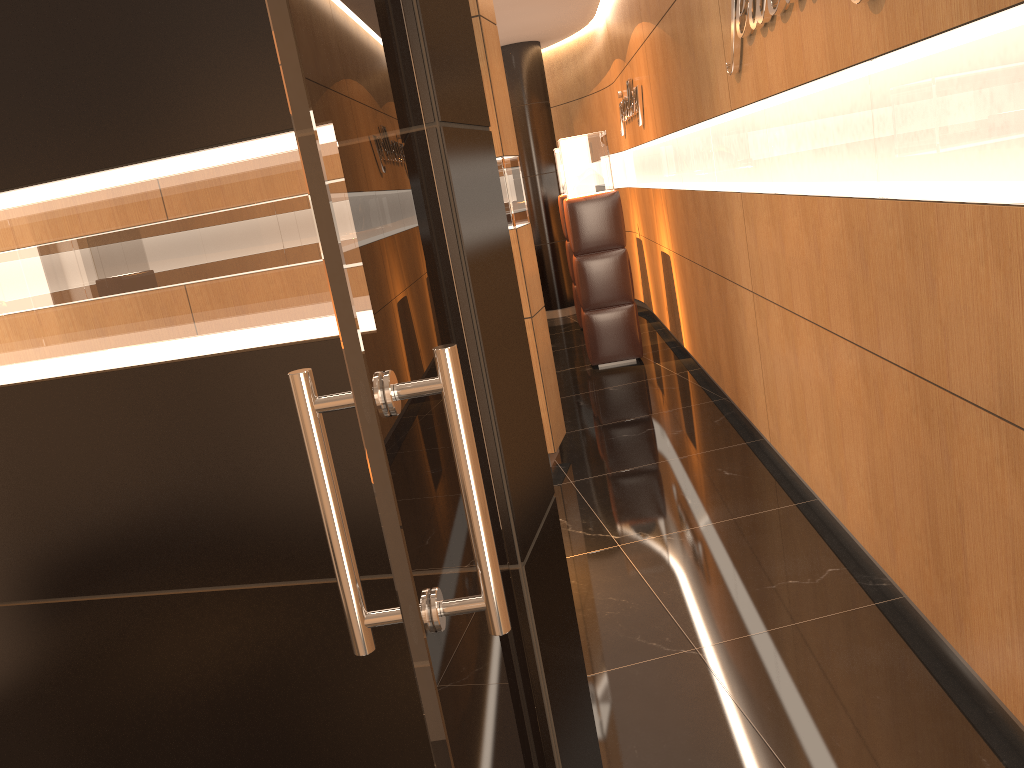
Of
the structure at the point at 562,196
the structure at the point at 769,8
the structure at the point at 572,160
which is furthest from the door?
the structure at the point at 562,196

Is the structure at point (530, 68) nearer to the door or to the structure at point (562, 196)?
Result: the structure at point (562, 196)

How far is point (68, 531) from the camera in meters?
2.0 m

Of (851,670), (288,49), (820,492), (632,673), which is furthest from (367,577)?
(820,492)

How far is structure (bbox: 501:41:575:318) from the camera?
10.6 meters

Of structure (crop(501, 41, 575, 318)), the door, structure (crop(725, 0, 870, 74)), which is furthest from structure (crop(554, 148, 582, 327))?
the door

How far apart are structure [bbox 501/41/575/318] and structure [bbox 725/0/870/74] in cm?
673

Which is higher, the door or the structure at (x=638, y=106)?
the structure at (x=638, y=106)

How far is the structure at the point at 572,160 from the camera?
7.5m

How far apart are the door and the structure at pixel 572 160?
6.1 meters
